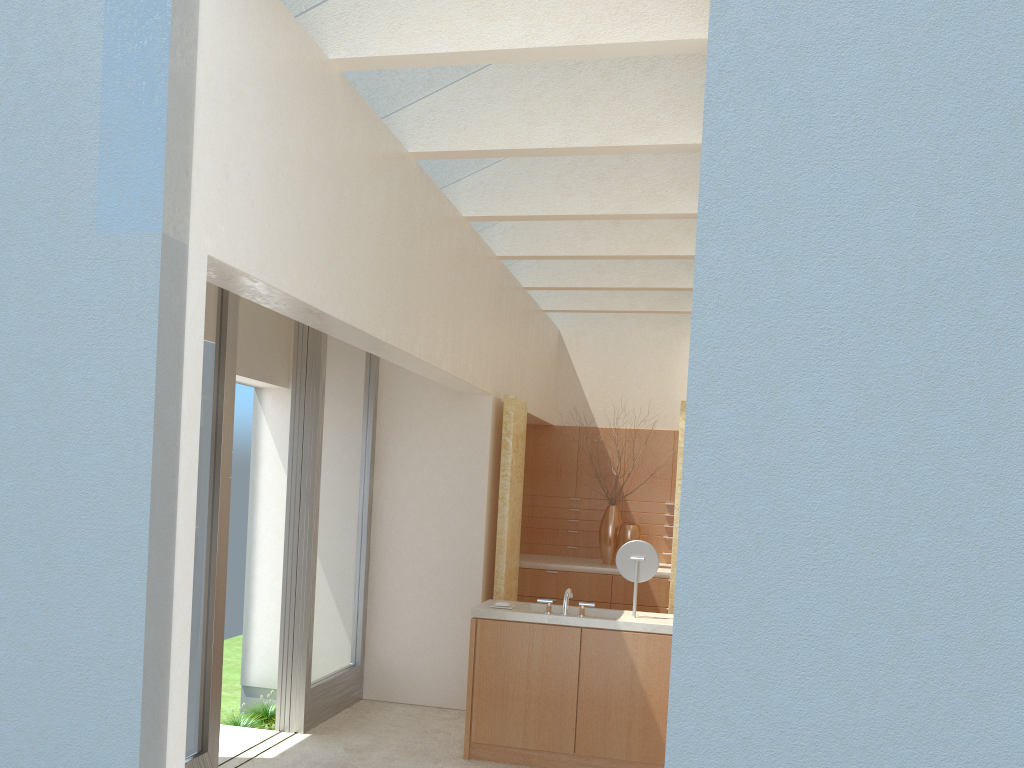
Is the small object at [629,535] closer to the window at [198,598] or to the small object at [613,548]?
the small object at [613,548]

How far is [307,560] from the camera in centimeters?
1366cm

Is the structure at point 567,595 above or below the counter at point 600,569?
above

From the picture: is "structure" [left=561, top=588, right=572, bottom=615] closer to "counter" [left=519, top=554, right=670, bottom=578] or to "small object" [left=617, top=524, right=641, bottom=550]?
"counter" [left=519, top=554, right=670, bottom=578]

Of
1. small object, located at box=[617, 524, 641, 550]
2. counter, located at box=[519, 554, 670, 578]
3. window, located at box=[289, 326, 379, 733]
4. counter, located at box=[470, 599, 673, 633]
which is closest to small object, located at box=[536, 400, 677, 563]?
counter, located at box=[519, 554, 670, 578]

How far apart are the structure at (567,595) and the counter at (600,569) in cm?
658

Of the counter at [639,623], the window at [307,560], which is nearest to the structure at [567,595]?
the counter at [639,623]

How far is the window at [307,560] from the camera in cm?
1366

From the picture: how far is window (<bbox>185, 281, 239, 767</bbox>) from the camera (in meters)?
10.72

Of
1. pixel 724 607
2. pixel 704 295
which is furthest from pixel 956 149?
pixel 724 607
